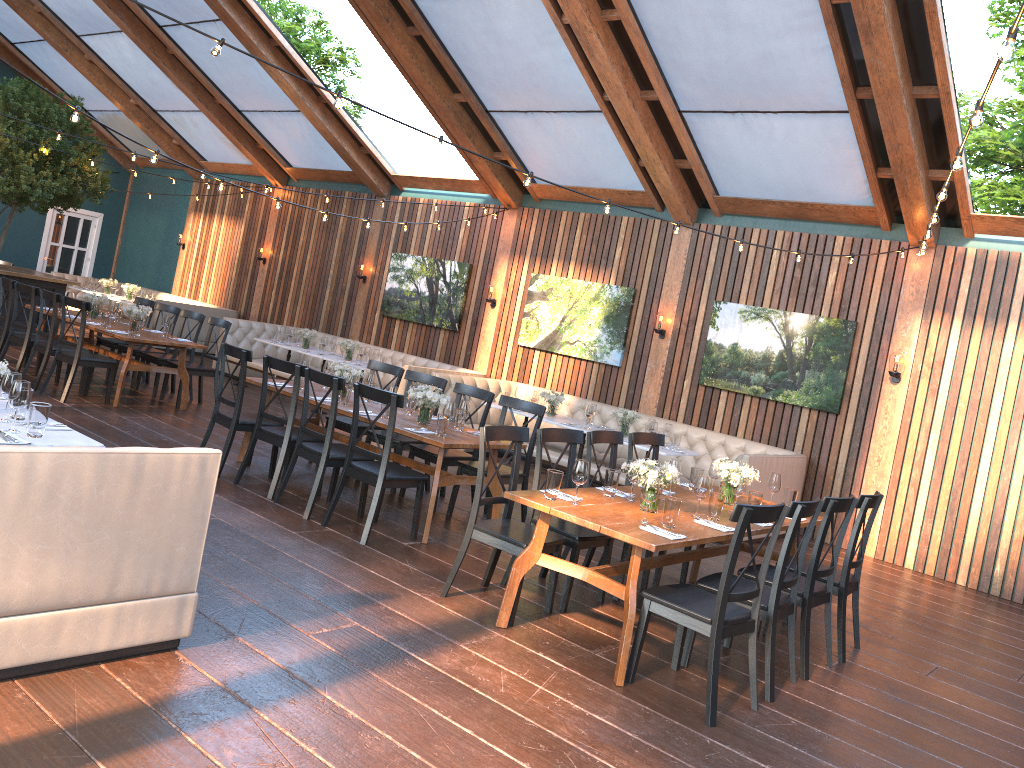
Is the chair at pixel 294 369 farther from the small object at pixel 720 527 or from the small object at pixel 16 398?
the small object at pixel 720 527

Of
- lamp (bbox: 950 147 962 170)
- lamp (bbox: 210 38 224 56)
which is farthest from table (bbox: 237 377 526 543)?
lamp (bbox: 950 147 962 170)

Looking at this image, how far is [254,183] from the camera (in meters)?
10.44

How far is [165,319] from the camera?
9.7m

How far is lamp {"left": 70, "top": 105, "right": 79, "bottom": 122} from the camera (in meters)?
5.75

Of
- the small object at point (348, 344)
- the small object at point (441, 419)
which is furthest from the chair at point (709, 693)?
the small object at point (348, 344)

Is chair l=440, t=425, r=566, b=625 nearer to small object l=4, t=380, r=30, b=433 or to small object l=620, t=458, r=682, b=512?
small object l=620, t=458, r=682, b=512

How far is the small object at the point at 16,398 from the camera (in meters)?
4.15

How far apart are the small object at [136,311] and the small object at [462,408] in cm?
468

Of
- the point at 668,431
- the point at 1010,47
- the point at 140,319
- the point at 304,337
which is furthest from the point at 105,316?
the point at 1010,47
